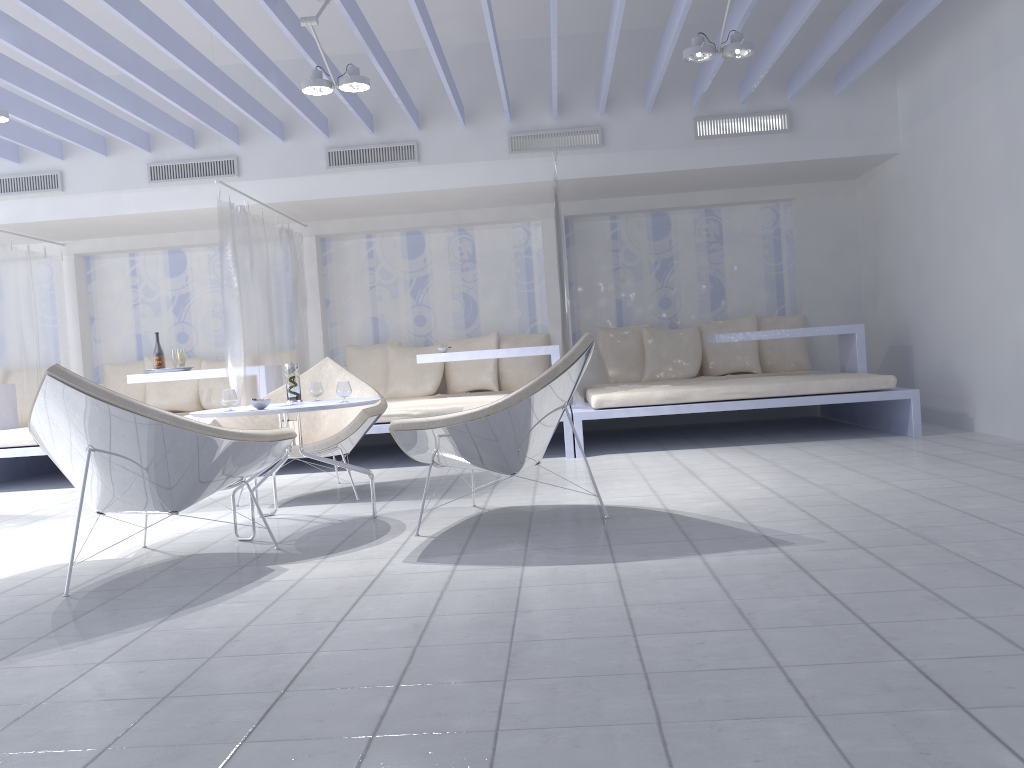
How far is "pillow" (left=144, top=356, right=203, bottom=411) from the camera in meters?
7.7 m

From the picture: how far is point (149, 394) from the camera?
7.72m

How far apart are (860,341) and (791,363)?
1.08m

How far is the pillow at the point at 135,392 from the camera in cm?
780

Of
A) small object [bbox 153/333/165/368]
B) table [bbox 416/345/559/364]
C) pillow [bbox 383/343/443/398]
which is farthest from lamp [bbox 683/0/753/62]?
small object [bbox 153/333/165/368]

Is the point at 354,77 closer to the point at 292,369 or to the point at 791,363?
the point at 292,369

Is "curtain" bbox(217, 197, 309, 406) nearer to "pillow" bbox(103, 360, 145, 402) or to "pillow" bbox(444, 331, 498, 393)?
"pillow" bbox(444, 331, 498, 393)

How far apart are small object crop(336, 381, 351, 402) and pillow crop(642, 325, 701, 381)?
4.1m

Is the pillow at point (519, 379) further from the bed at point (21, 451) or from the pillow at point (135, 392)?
the bed at point (21, 451)

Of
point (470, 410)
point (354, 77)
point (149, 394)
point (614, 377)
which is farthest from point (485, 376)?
point (470, 410)
